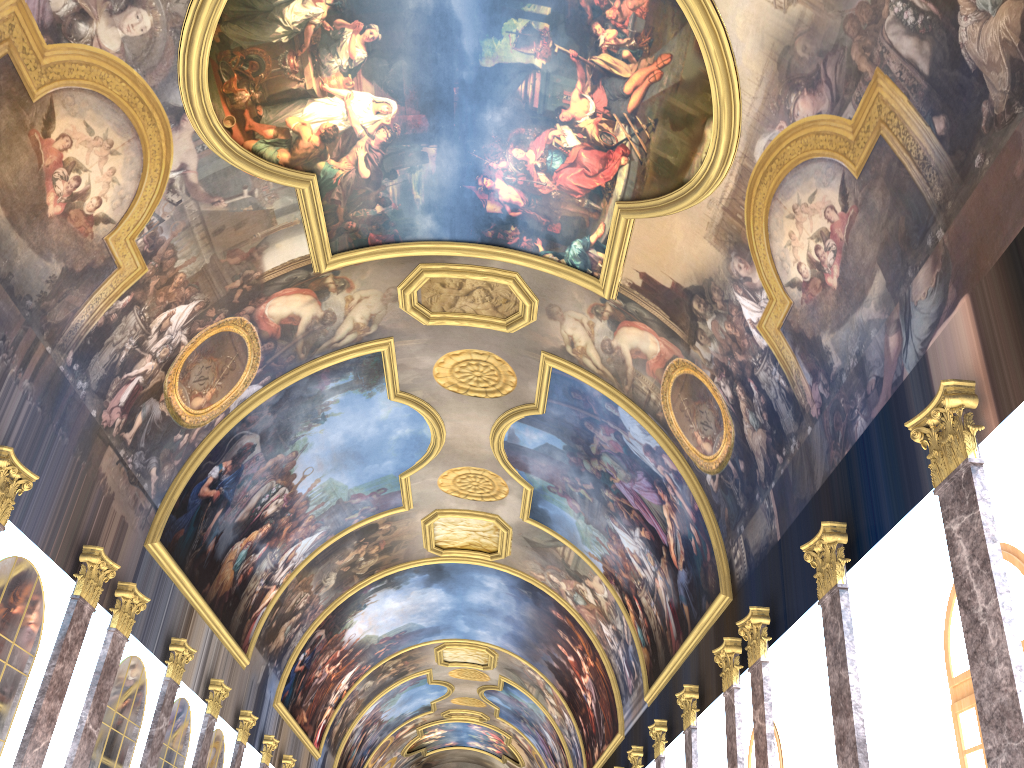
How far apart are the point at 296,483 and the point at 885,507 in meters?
15.9 m
